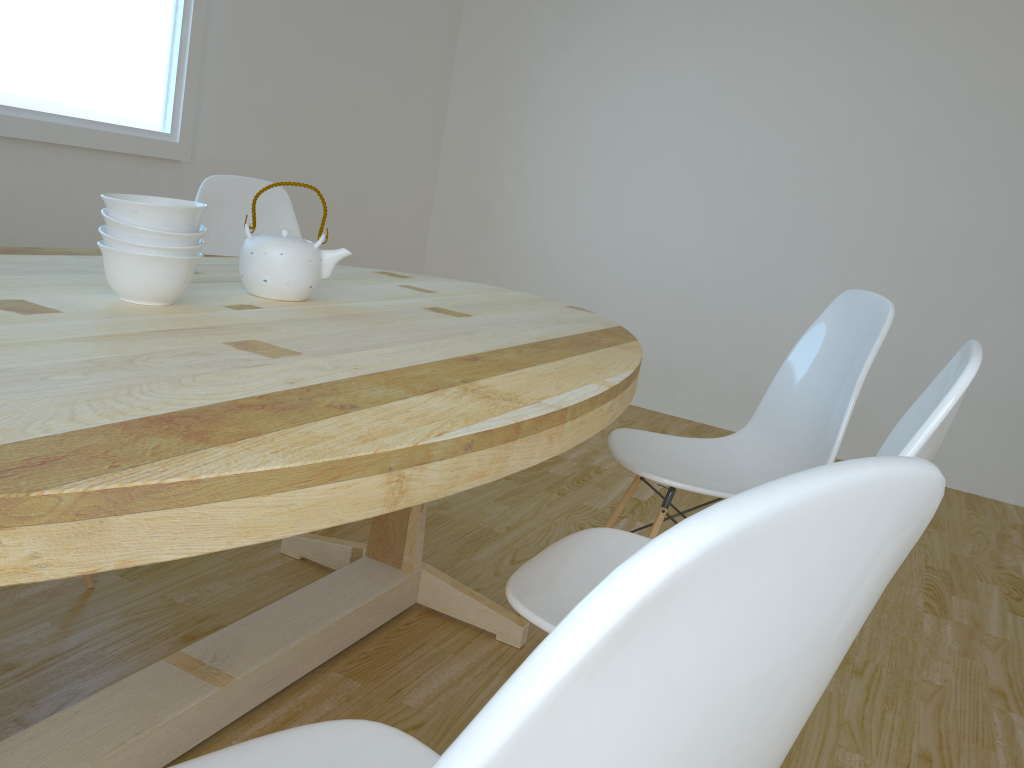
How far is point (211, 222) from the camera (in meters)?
2.56

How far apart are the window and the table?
1.2 meters

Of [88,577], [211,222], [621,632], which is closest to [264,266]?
[88,577]

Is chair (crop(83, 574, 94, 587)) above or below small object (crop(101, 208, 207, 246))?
below

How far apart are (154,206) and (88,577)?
1.0 meters

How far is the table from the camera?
0.7m

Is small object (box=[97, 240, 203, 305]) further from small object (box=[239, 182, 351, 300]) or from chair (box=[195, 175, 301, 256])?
chair (box=[195, 175, 301, 256])

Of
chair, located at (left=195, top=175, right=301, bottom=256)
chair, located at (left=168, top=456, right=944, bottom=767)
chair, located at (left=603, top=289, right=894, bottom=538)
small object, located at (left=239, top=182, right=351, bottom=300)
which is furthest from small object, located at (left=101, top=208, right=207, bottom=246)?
→ chair, located at (left=195, top=175, right=301, bottom=256)

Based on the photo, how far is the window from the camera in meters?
2.7

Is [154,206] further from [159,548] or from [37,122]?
[37,122]
